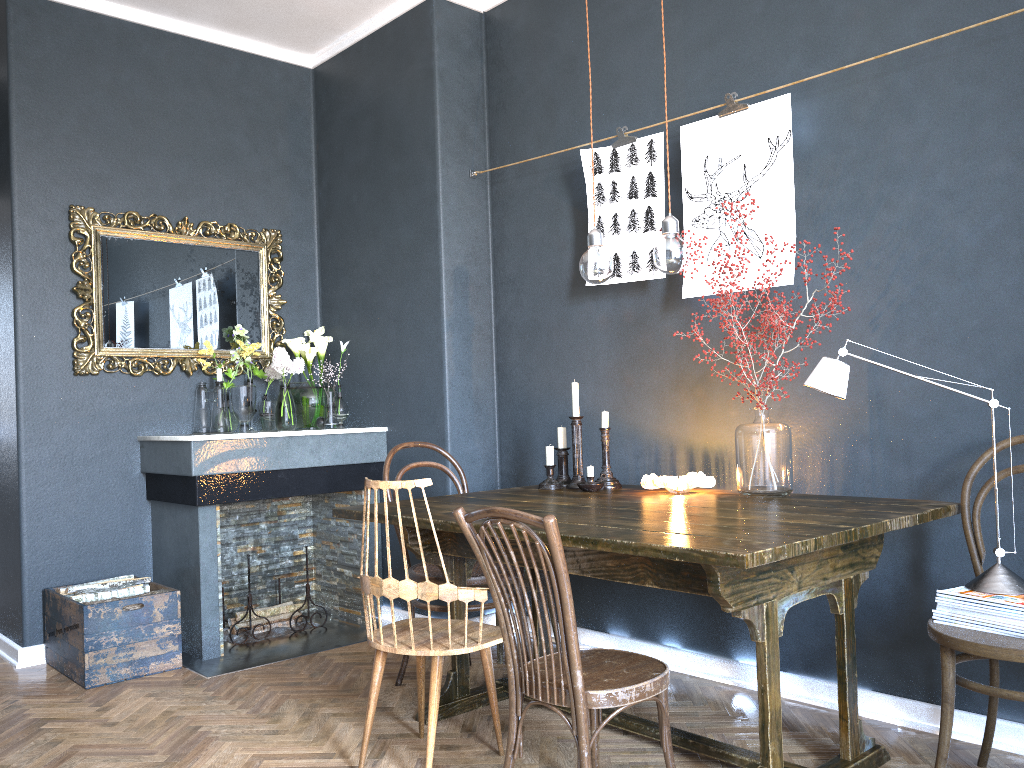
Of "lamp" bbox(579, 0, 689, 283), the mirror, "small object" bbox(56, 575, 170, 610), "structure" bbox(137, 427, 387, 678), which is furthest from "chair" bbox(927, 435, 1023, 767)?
the mirror

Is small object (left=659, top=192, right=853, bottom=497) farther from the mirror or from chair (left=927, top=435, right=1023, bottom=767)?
the mirror

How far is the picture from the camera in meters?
3.0 m

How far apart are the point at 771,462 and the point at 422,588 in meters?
1.2 m

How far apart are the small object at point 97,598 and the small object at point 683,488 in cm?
219

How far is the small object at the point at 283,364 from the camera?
4.3 meters

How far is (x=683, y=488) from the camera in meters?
3.0

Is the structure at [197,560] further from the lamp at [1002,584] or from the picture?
the lamp at [1002,584]

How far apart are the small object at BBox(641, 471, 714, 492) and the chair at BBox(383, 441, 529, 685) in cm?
66

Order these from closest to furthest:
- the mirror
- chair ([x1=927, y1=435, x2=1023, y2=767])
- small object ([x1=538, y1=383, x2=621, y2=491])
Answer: chair ([x1=927, y1=435, x2=1023, y2=767]) < small object ([x1=538, y1=383, x2=621, y2=491]) < the mirror
